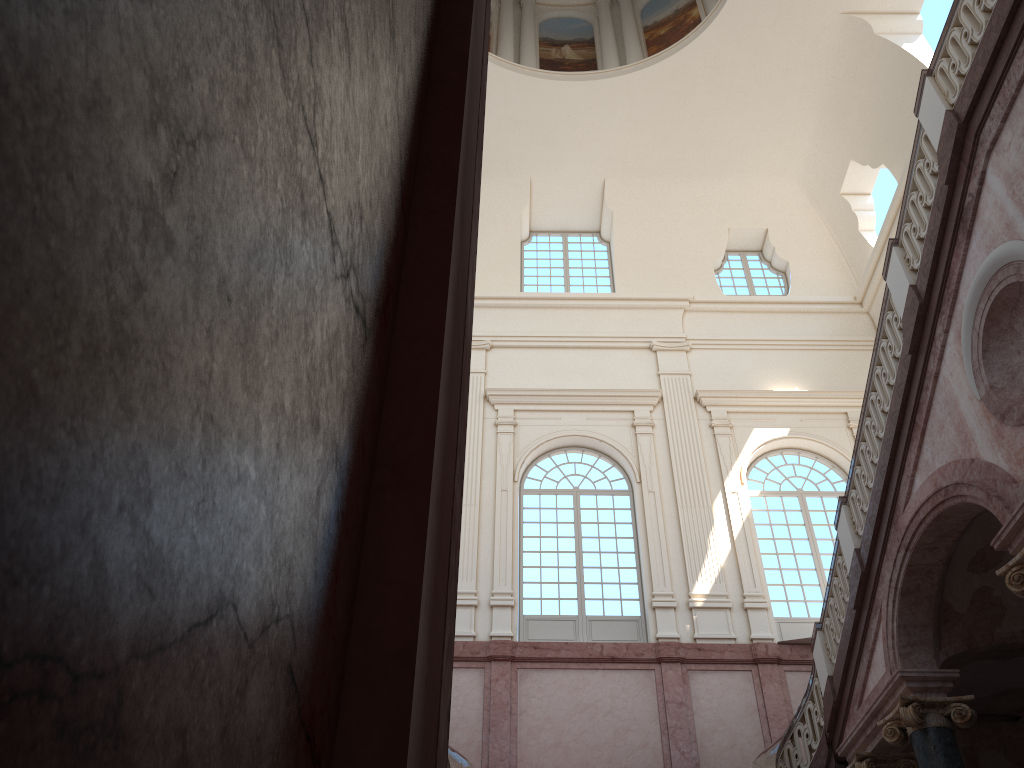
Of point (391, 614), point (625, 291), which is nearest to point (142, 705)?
point (391, 614)
